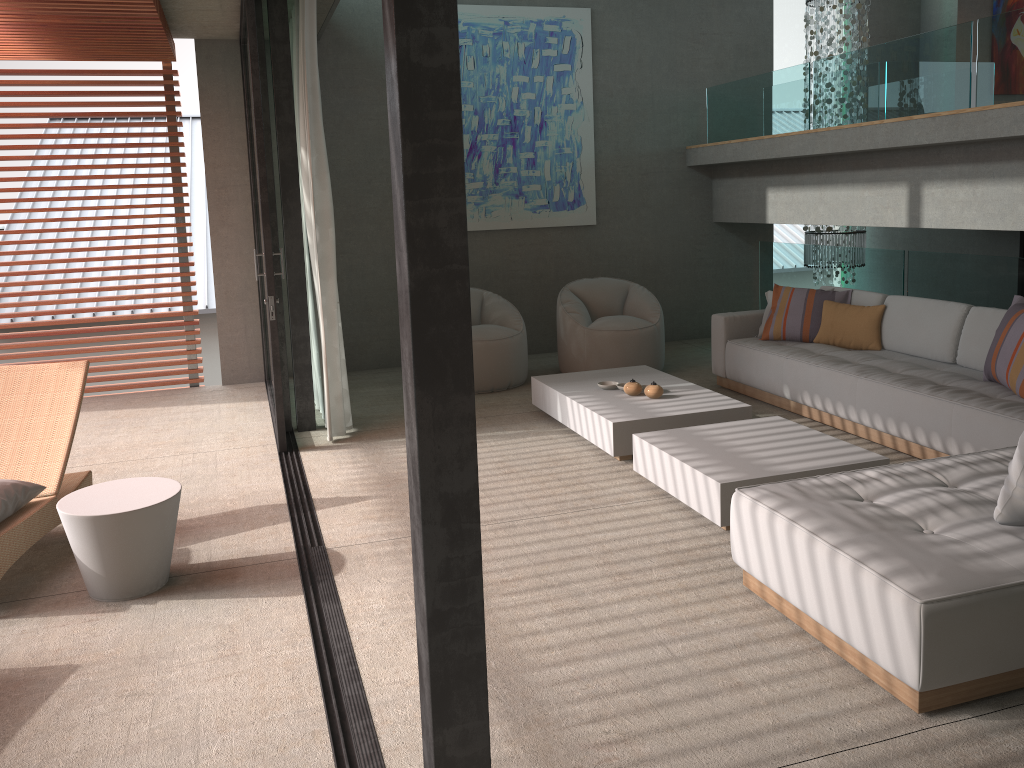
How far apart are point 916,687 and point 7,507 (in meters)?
3.53

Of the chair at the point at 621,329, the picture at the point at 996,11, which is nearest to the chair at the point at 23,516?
the chair at the point at 621,329

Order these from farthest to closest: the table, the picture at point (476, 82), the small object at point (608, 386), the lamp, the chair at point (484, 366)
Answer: the lamp
the picture at point (476, 82)
the chair at point (484, 366)
the small object at point (608, 386)
the table

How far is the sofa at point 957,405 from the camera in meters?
4.6

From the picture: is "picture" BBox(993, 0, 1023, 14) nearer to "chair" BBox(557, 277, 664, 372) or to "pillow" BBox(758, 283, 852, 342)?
"pillow" BBox(758, 283, 852, 342)

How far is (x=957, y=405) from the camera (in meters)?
4.57

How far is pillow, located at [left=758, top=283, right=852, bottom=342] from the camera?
6.4 meters

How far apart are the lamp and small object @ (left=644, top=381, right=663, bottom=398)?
4.19m

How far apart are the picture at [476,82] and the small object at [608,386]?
2.86m

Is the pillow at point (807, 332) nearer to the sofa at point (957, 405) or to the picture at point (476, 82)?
the sofa at point (957, 405)
